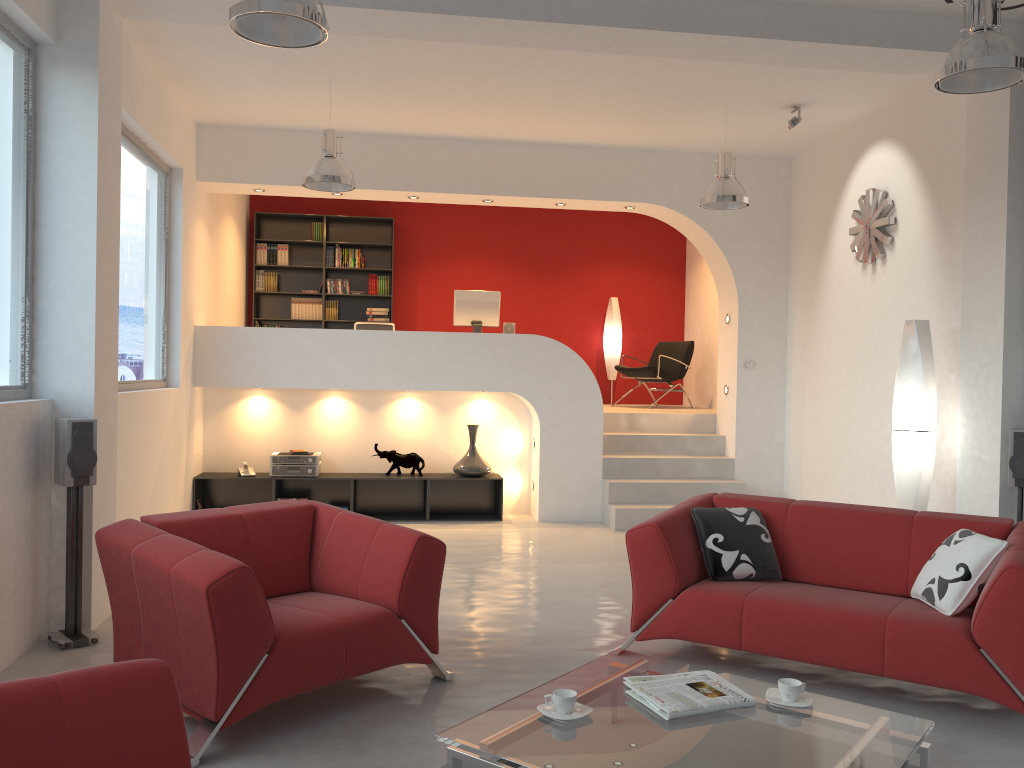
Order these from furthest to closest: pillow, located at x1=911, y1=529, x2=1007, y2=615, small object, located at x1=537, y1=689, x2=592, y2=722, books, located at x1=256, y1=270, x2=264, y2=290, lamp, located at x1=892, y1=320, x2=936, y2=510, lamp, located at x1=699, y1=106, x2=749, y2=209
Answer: books, located at x1=256, y1=270, x2=264, y2=290
lamp, located at x1=699, y1=106, x2=749, y2=209
lamp, located at x1=892, y1=320, x2=936, y2=510
pillow, located at x1=911, y1=529, x2=1007, y2=615
small object, located at x1=537, y1=689, x2=592, y2=722

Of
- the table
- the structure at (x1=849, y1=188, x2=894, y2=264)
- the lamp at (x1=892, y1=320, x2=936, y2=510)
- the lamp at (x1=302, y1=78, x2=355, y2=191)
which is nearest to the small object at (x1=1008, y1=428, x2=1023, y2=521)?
the lamp at (x1=892, y1=320, x2=936, y2=510)

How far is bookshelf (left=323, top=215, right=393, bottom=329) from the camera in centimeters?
1083cm

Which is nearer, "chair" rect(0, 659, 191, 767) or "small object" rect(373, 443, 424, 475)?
"chair" rect(0, 659, 191, 767)

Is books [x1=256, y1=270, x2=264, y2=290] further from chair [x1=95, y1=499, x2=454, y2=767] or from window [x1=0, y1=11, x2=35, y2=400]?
chair [x1=95, y1=499, x2=454, y2=767]

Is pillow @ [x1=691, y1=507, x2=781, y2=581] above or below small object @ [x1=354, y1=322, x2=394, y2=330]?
below

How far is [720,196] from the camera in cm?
670

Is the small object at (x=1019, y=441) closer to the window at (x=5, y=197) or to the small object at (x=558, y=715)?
the small object at (x=558, y=715)

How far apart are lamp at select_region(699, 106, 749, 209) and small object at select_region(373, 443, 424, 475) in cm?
343

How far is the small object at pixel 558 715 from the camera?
2.8 meters
